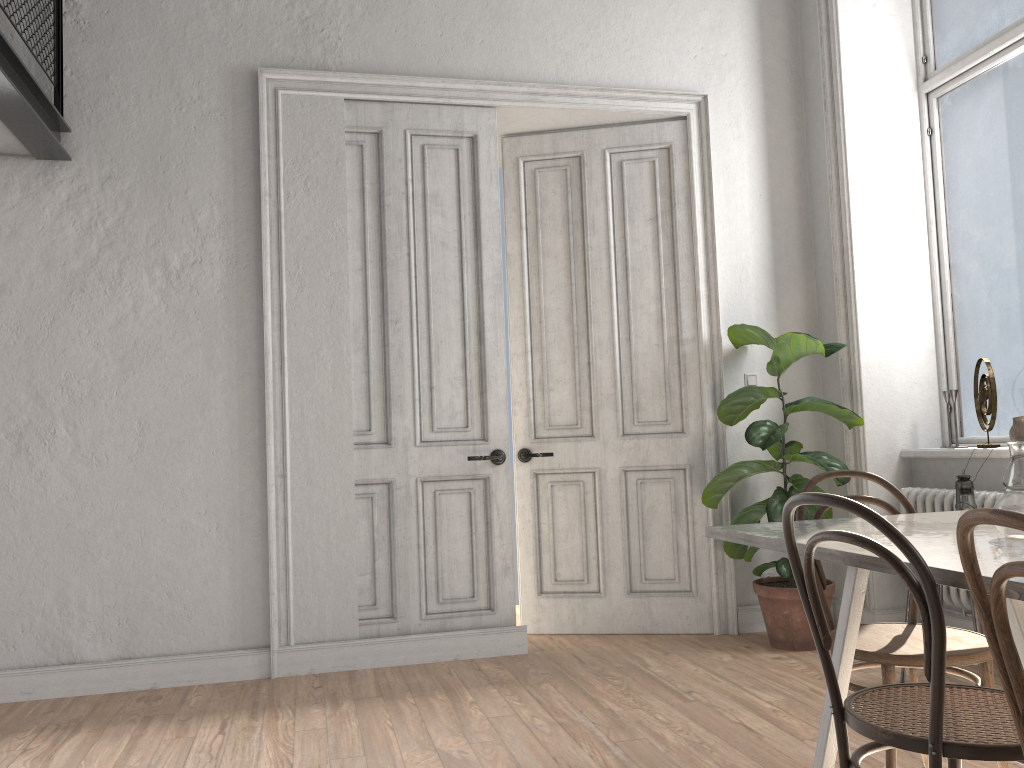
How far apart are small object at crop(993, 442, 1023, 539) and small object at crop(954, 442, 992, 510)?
1.7m

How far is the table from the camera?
1.69m

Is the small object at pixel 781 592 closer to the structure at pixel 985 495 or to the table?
the structure at pixel 985 495

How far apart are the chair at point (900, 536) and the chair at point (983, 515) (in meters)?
0.16

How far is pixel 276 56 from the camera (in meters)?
4.40

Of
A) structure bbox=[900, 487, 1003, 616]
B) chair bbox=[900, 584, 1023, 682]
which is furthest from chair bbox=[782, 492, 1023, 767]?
structure bbox=[900, 487, 1003, 616]

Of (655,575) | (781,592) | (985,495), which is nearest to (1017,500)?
(985,495)

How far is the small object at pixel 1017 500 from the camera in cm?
199

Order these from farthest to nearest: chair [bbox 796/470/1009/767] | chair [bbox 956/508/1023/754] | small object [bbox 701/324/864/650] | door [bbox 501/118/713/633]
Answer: door [bbox 501/118/713/633]
small object [bbox 701/324/864/650]
chair [bbox 796/470/1009/767]
chair [bbox 956/508/1023/754]

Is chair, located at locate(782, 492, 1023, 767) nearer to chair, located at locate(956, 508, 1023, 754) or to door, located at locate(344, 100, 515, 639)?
chair, located at locate(956, 508, 1023, 754)
